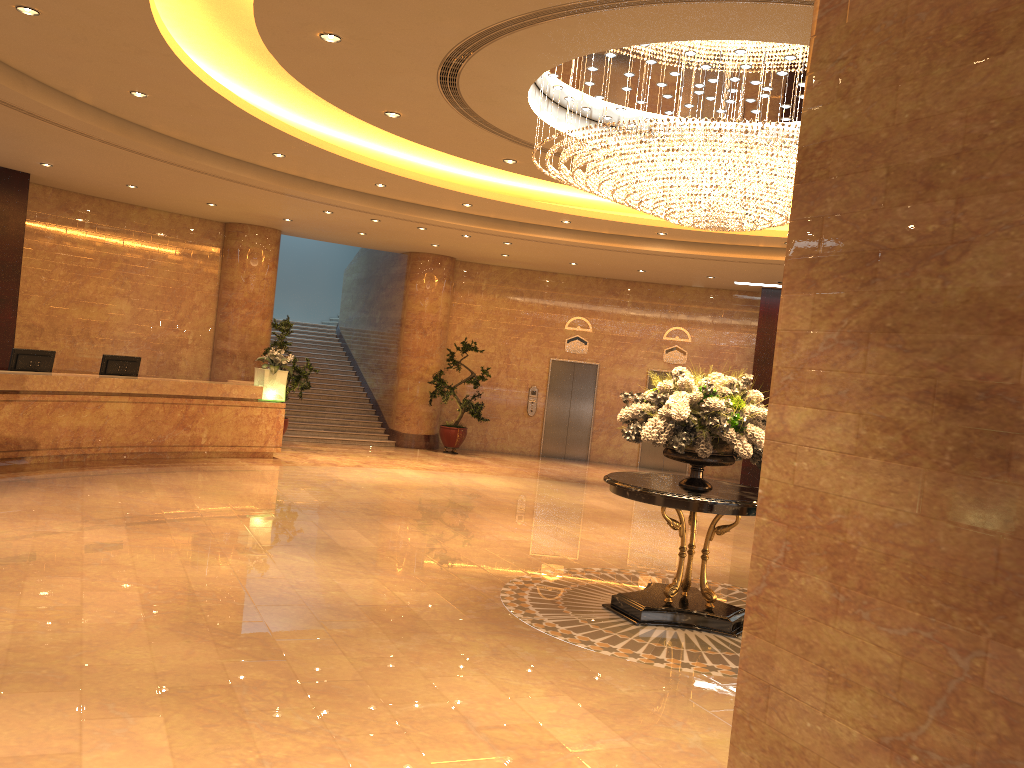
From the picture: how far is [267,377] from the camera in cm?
1414

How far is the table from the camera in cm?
675

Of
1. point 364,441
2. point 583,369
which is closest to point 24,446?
point 364,441

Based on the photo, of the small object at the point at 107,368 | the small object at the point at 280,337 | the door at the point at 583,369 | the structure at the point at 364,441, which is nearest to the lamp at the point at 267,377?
the small object at the point at 280,337

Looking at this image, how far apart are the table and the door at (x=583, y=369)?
11.3 meters

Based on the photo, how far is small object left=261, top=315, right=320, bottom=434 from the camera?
15.5 meters

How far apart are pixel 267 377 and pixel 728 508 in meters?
9.3 m

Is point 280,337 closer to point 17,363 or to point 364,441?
point 364,441

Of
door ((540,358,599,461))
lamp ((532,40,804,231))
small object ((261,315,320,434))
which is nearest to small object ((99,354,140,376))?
small object ((261,315,320,434))

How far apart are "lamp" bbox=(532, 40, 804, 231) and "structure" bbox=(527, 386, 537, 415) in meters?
10.6
